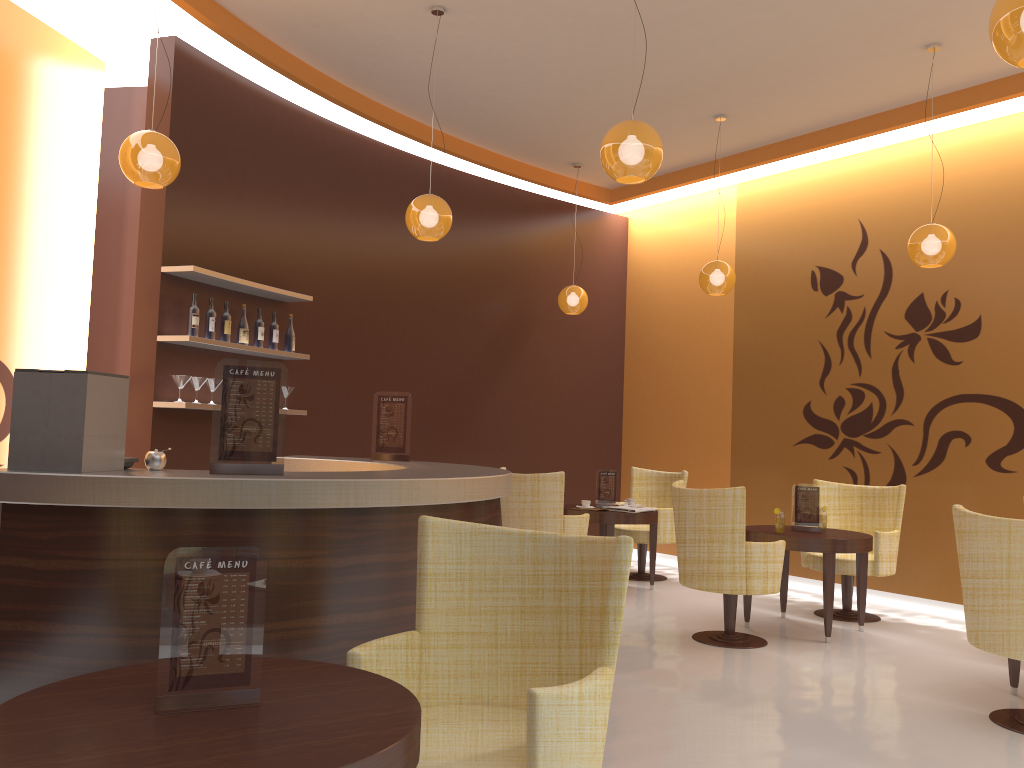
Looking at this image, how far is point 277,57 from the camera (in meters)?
6.34

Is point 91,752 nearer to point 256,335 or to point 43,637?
point 43,637

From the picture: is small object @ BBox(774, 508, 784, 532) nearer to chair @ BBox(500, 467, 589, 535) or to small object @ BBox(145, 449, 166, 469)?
chair @ BBox(500, 467, 589, 535)

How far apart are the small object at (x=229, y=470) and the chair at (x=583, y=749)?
0.8m

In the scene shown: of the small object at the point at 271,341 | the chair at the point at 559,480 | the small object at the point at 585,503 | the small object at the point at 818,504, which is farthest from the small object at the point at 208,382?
the small object at the point at 818,504

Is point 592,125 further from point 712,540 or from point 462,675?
point 462,675

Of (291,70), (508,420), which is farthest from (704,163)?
(291,70)

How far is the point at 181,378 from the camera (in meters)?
5.65

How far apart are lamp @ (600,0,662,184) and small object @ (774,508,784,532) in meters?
2.8 m

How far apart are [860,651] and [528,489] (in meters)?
2.58
